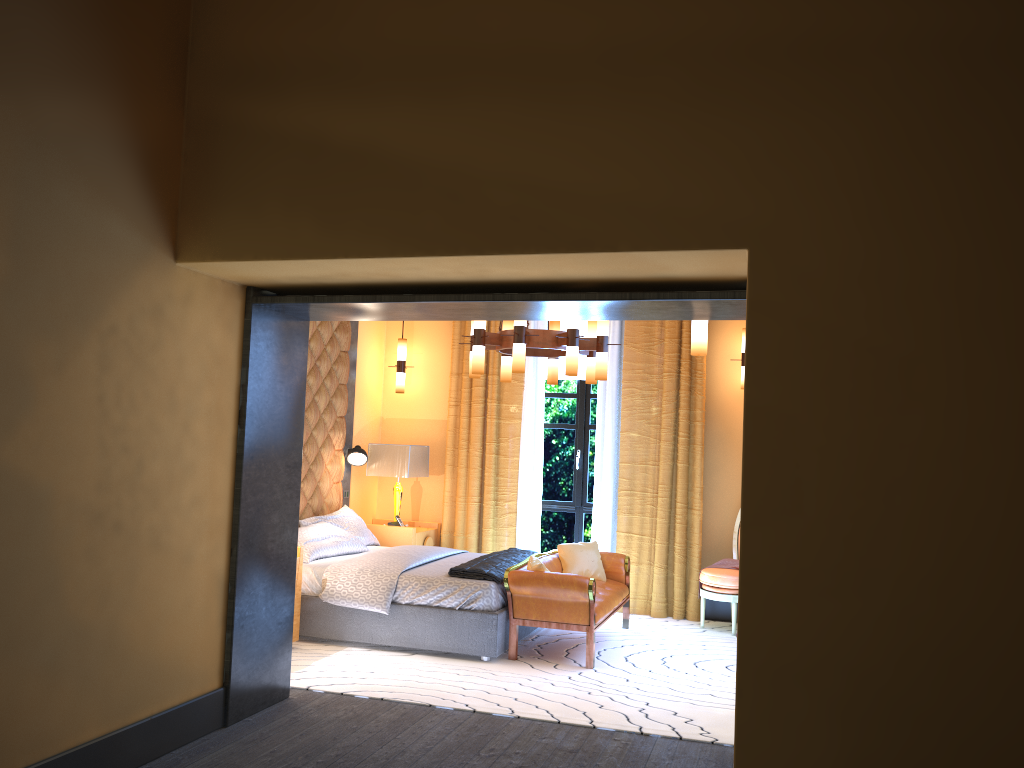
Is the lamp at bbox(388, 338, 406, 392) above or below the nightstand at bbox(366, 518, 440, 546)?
above

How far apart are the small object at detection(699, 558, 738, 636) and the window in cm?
143

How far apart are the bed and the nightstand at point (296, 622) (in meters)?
0.16

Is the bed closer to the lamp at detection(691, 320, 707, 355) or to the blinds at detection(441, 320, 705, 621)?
the blinds at detection(441, 320, 705, 621)

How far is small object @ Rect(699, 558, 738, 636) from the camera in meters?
7.3 m

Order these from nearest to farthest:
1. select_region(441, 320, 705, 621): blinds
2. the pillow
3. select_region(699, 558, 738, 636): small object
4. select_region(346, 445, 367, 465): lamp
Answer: the pillow, select_region(699, 558, 738, 636): small object, select_region(441, 320, 705, 621): blinds, select_region(346, 445, 367, 465): lamp

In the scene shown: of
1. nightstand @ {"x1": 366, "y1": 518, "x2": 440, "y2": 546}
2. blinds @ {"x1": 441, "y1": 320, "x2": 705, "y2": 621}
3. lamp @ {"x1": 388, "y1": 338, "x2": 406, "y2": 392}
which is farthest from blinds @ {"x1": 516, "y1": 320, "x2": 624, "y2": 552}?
lamp @ {"x1": 388, "y1": 338, "x2": 406, "y2": 392}

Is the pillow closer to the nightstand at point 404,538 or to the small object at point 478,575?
the nightstand at point 404,538

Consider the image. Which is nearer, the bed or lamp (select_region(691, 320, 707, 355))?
lamp (select_region(691, 320, 707, 355))

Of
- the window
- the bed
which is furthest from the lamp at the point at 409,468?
the window
